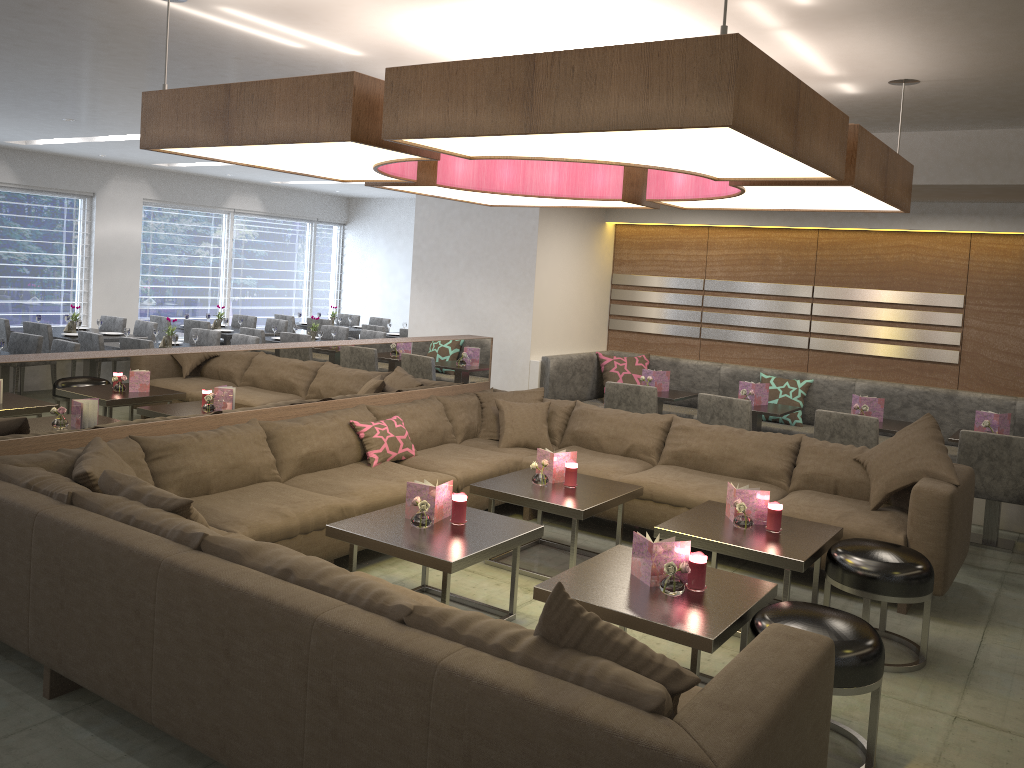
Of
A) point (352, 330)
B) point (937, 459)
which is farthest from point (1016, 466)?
point (352, 330)

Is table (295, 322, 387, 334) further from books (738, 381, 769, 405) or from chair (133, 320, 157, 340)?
books (738, 381, 769, 405)

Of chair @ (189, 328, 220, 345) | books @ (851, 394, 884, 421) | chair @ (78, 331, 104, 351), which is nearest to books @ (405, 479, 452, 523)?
books @ (851, 394, 884, 421)

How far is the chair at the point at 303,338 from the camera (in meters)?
8.55

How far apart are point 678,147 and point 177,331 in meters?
8.5

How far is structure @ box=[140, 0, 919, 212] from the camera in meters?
2.2

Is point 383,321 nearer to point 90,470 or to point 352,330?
point 352,330

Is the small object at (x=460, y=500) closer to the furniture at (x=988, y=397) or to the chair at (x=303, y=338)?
the furniture at (x=988, y=397)

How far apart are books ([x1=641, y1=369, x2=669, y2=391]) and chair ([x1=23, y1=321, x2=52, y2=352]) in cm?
532

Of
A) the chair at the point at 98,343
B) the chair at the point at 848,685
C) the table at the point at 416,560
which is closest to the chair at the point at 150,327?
the chair at the point at 98,343
